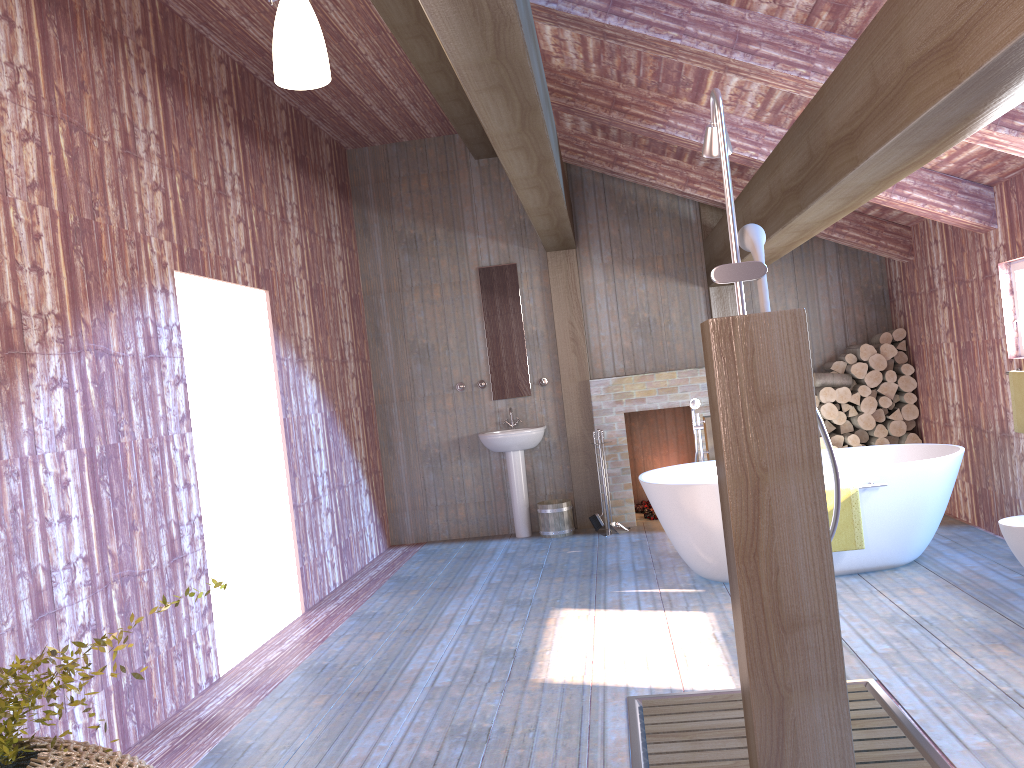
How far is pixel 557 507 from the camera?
7.53m

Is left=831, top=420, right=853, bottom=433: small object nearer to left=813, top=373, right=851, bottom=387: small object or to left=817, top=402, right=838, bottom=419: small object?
left=817, top=402, right=838, bottom=419: small object

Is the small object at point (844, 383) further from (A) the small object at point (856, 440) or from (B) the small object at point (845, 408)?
(A) the small object at point (856, 440)

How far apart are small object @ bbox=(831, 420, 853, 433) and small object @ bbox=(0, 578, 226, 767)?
6.5 meters

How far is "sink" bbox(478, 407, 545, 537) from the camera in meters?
7.5

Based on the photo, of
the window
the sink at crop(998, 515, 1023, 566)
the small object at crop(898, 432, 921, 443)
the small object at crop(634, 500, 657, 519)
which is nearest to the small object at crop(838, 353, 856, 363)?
the small object at crop(898, 432, 921, 443)

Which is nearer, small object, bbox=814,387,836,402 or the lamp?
the lamp

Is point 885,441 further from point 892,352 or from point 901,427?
point 892,352

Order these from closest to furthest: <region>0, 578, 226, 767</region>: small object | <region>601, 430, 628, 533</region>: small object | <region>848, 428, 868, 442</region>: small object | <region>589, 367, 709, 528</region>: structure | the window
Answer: <region>0, 578, 226, 767</region>: small object, the window, <region>848, 428, 868, 442</region>: small object, <region>601, 430, 628, 533</region>: small object, <region>589, 367, 709, 528</region>: structure

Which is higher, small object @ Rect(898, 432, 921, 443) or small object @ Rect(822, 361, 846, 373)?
small object @ Rect(822, 361, 846, 373)
